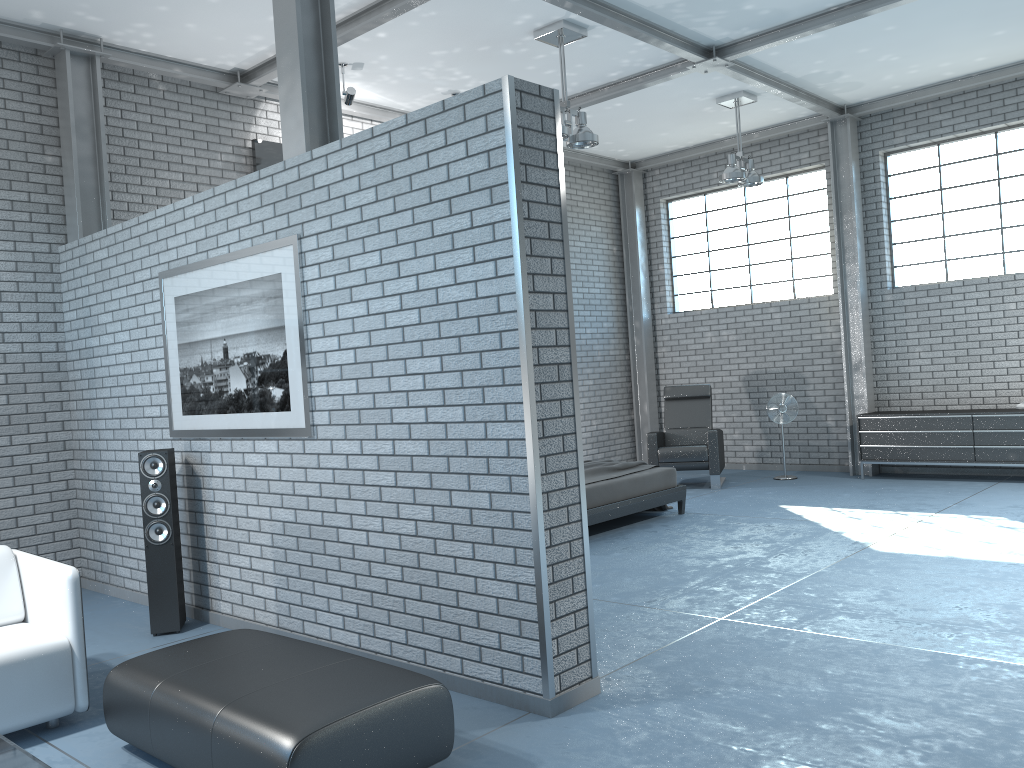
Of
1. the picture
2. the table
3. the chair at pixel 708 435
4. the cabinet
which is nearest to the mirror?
the picture

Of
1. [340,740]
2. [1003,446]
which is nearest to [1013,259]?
[1003,446]

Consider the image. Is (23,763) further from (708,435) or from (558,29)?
(708,435)

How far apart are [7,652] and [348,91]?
5.2m

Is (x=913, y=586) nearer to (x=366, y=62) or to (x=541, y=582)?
(x=541, y=582)

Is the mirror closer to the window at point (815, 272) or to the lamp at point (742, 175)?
the lamp at point (742, 175)

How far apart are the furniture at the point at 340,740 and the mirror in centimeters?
491cm

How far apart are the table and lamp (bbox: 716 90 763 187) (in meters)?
7.68

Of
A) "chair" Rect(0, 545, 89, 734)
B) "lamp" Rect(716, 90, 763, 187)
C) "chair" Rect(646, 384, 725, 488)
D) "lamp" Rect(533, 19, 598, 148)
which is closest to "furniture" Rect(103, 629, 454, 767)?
"chair" Rect(0, 545, 89, 734)

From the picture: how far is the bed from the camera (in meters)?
7.06
